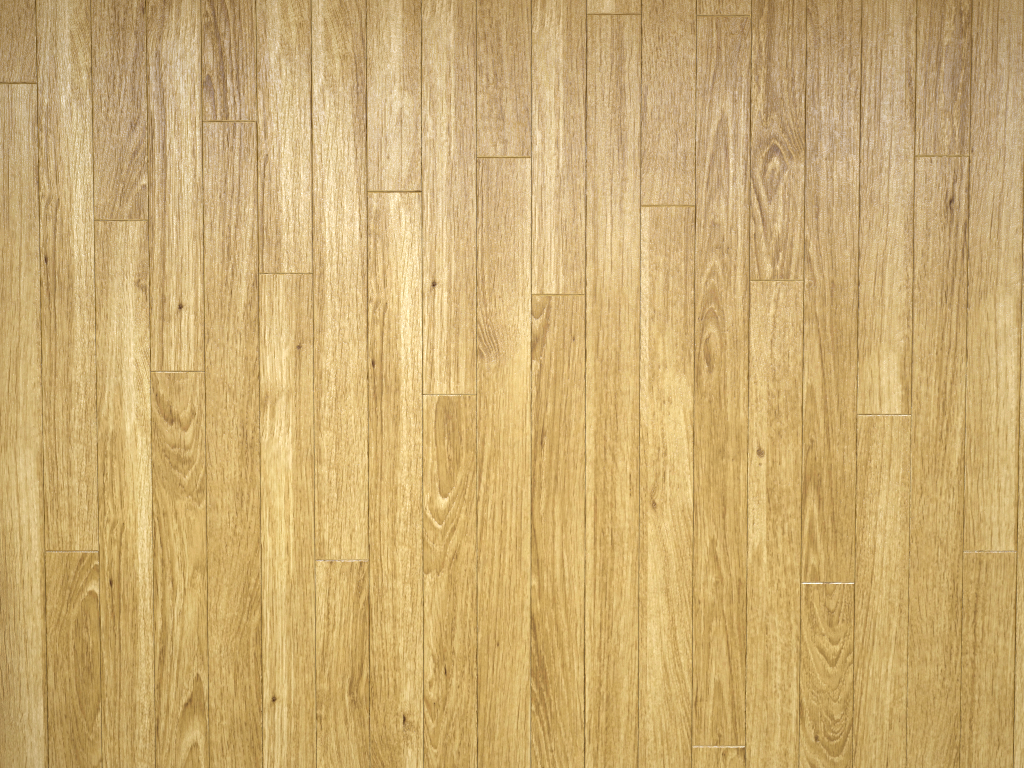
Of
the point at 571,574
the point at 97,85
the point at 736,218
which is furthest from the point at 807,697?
the point at 97,85
